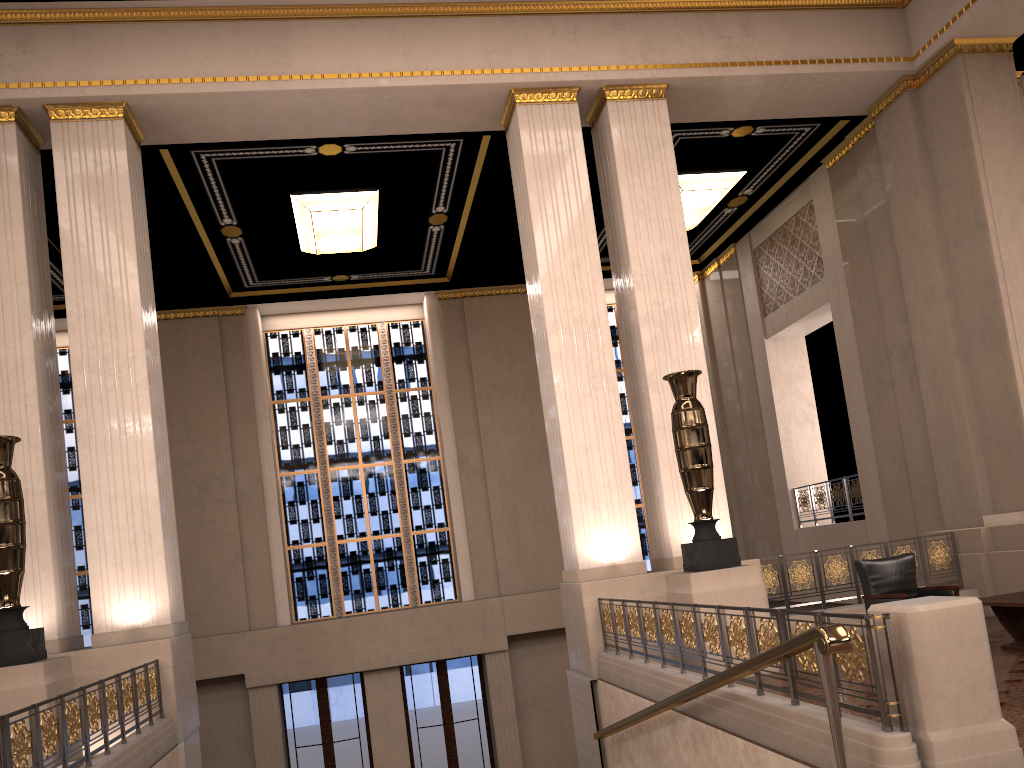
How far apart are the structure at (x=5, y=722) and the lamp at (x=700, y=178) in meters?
9.6

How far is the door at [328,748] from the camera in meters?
14.6

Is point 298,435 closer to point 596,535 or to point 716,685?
point 596,535

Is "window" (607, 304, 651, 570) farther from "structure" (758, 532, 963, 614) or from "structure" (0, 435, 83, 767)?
"structure" (0, 435, 83, 767)

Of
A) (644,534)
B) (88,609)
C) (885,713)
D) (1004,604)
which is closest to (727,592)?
(1004,604)

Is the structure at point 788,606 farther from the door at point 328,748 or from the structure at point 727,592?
the door at point 328,748

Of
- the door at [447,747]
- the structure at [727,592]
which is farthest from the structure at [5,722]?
the door at [447,747]

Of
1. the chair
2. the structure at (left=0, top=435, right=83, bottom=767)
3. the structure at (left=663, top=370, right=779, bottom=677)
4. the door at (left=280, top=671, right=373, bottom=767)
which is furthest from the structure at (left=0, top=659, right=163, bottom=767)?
the door at (left=280, top=671, right=373, bottom=767)

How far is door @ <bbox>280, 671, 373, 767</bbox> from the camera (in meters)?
14.59

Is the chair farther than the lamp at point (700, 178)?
No
